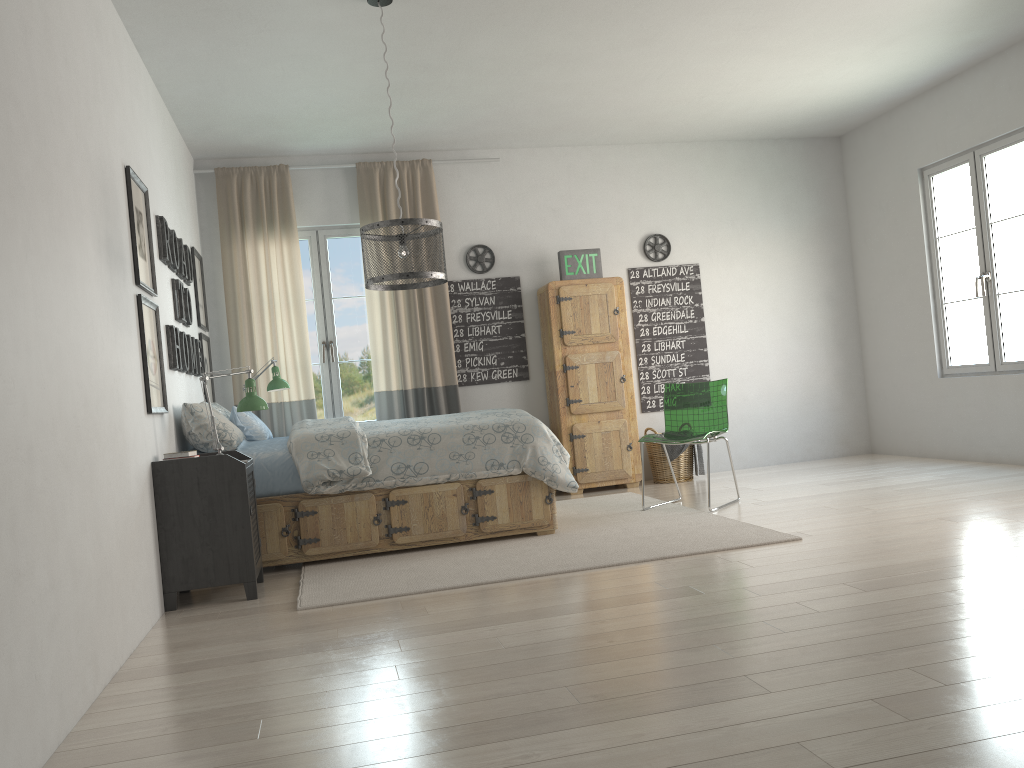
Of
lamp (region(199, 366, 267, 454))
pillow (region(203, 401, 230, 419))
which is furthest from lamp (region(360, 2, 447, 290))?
pillow (region(203, 401, 230, 419))

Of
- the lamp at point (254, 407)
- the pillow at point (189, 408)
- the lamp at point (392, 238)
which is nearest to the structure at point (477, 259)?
the lamp at point (392, 238)

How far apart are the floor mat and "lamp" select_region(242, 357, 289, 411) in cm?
156

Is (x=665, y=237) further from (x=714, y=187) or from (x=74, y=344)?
(x=74, y=344)

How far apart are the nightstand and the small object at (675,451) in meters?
3.3

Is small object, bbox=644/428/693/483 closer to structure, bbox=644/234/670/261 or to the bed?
structure, bbox=644/234/670/261

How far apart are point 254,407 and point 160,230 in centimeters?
109cm

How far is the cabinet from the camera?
6.5 meters

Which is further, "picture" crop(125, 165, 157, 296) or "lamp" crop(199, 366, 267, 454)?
"lamp" crop(199, 366, 267, 454)

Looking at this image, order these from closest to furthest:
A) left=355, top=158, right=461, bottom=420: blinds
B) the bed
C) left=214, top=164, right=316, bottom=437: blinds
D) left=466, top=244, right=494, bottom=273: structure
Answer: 1. the bed
2. left=214, top=164, right=316, bottom=437: blinds
3. left=355, top=158, right=461, bottom=420: blinds
4. left=466, top=244, right=494, bottom=273: structure
